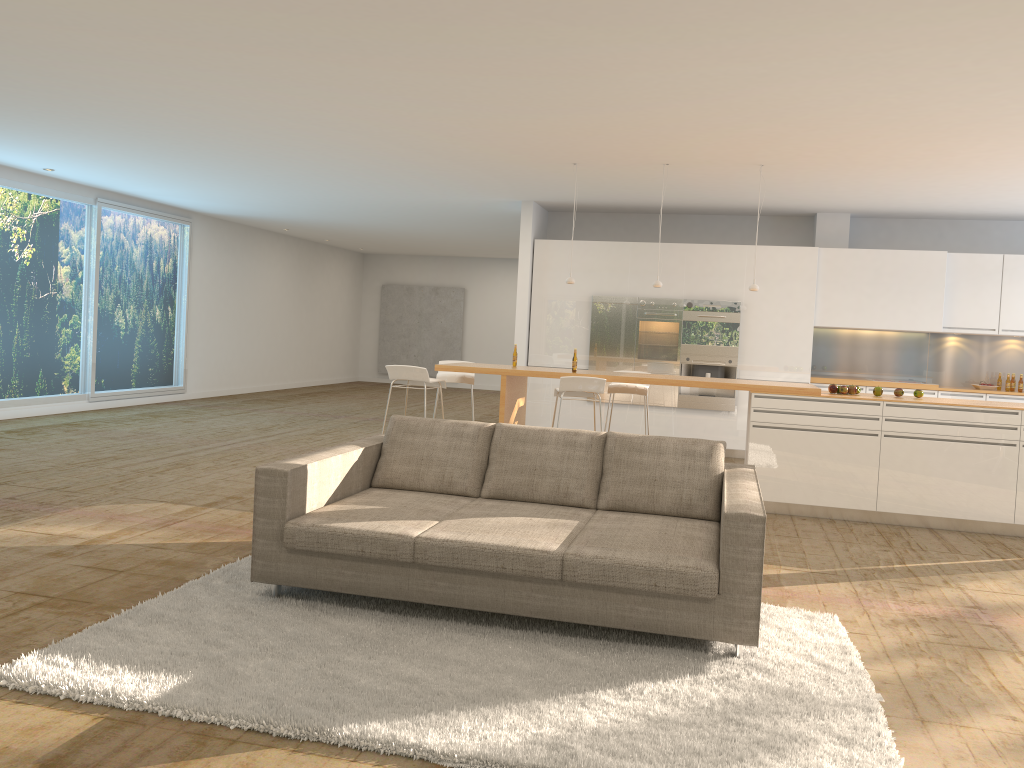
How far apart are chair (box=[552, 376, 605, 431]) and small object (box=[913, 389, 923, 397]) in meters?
2.7

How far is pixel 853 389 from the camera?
7.4m

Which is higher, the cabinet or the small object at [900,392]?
the cabinet

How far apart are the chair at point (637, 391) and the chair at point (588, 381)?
0.74m

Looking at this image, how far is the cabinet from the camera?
10.1m

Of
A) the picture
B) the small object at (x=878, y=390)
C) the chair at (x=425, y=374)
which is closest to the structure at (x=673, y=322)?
the small object at (x=878, y=390)

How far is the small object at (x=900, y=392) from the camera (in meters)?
7.42

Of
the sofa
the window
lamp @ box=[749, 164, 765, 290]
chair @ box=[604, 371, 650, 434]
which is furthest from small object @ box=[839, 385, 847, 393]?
the window

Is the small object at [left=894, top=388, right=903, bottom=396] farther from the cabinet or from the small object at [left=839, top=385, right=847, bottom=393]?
the cabinet

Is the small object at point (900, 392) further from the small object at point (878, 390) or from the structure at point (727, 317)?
the structure at point (727, 317)
